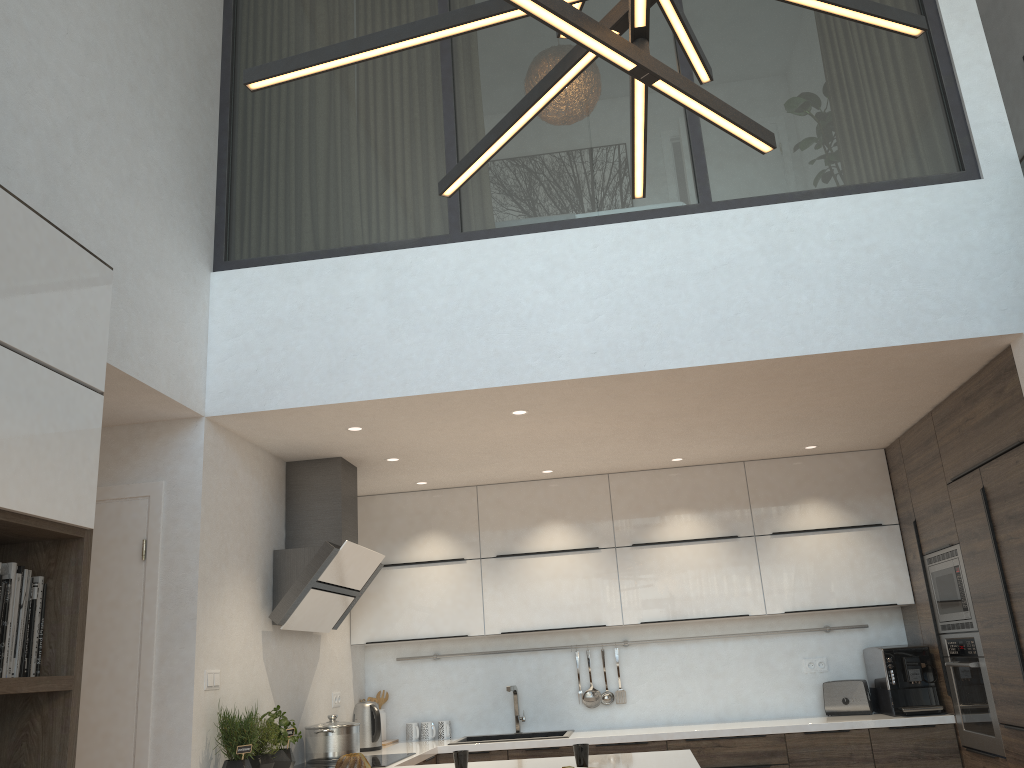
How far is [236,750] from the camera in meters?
3.6

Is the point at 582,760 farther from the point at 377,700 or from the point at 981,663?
the point at 377,700

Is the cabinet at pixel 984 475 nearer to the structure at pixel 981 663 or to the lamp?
the structure at pixel 981 663

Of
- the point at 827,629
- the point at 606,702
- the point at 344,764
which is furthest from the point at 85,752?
the point at 827,629

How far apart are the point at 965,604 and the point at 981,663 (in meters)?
0.29

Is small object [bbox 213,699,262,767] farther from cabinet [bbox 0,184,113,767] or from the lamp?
the lamp

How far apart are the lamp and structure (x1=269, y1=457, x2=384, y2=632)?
3.06m

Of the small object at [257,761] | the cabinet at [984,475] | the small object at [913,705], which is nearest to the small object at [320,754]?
the cabinet at [984,475]

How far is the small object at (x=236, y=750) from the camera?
3.6m

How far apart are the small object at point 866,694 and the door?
3.8m
